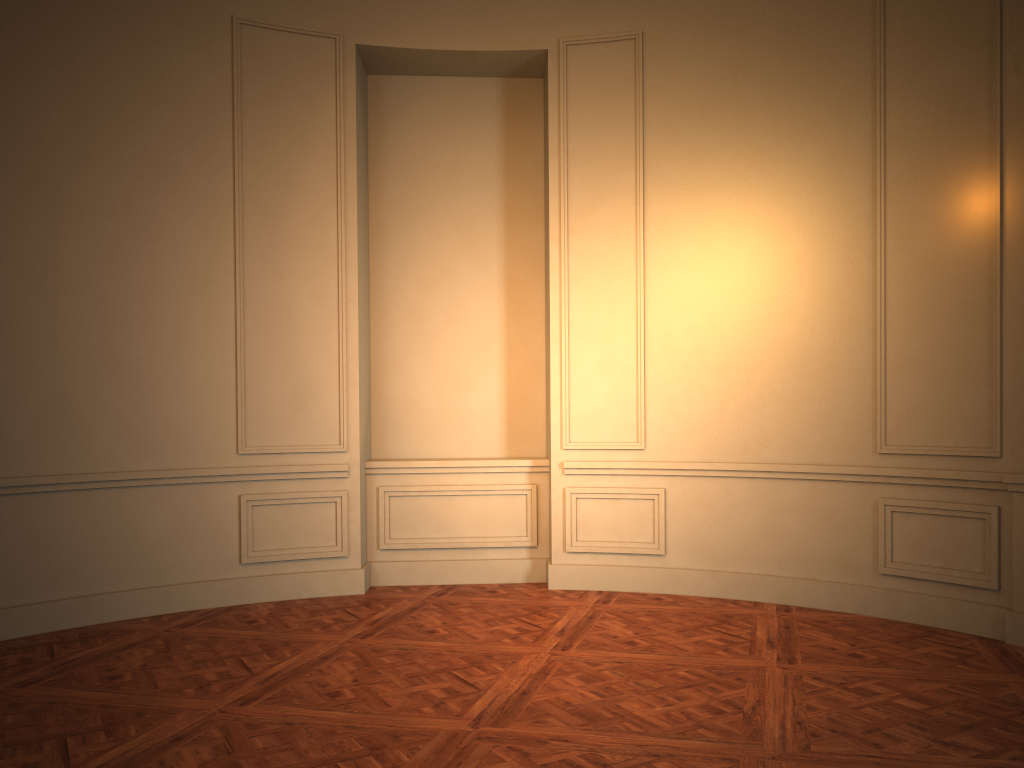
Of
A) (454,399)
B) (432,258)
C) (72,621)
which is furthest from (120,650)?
(432,258)
